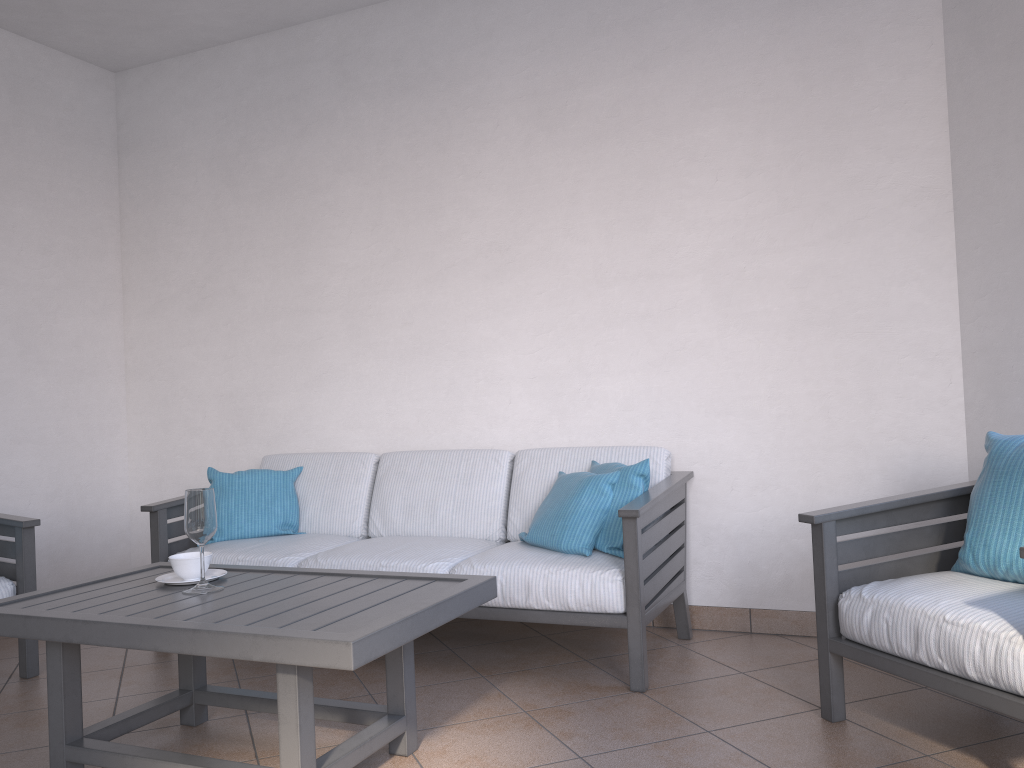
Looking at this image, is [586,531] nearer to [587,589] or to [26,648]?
[587,589]

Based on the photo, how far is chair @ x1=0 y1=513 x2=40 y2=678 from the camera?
3.3 meters

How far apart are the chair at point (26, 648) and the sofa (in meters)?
0.45

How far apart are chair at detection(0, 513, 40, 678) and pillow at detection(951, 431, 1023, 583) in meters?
3.2

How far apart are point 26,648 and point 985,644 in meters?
3.2

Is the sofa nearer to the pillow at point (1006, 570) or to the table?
the table

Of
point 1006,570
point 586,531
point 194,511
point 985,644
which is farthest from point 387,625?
point 1006,570

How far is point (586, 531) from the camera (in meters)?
3.13

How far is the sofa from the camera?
2.94m

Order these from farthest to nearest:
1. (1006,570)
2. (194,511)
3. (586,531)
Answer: (586,531)
(194,511)
(1006,570)
